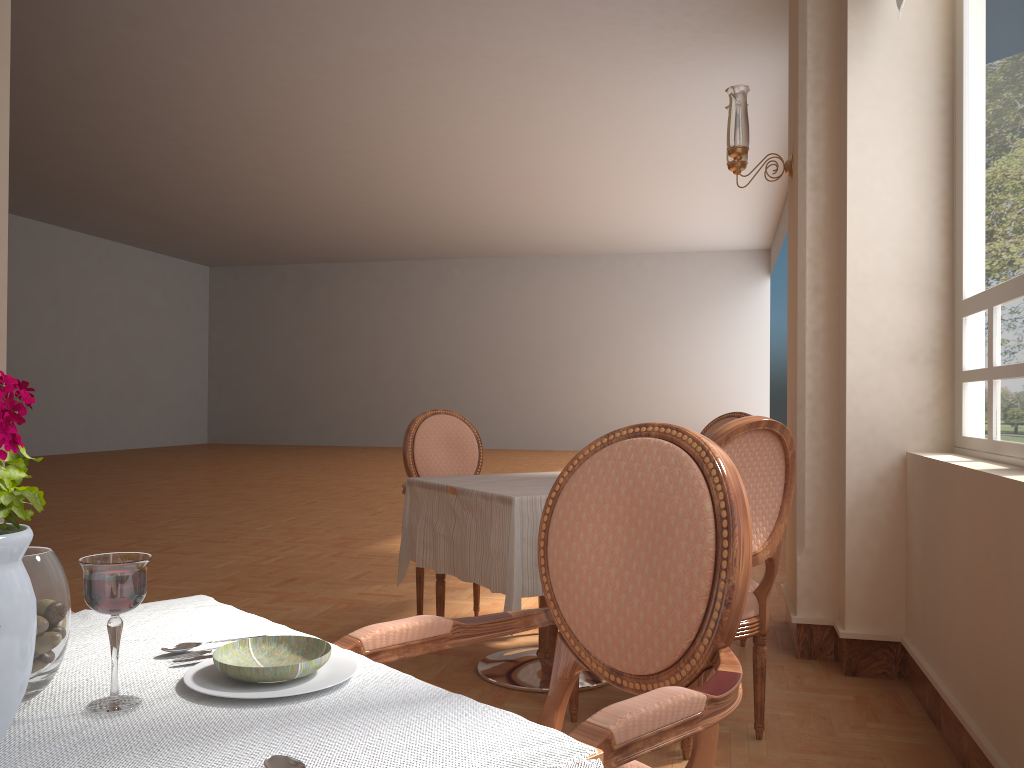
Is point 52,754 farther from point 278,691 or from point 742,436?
point 742,436

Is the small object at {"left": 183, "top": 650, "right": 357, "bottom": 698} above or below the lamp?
below

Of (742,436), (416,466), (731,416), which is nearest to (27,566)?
(742,436)

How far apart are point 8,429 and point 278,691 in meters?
0.3

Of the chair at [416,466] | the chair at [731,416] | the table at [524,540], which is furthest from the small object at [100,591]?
the chair at [731,416]

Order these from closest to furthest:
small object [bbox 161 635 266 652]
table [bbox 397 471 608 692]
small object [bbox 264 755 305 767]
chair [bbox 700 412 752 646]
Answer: small object [bbox 264 755 305 767] → small object [bbox 161 635 266 652] → table [bbox 397 471 608 692] → chair [bbox 700 412 752 646]

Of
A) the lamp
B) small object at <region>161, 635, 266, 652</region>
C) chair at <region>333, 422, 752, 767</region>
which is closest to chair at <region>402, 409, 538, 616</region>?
the lamp

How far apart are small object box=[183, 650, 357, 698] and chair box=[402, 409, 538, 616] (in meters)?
2.51

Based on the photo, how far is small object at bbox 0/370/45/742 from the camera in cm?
68

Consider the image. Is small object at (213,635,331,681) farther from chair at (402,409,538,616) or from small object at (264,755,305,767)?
chair at (402,409,538,616)
